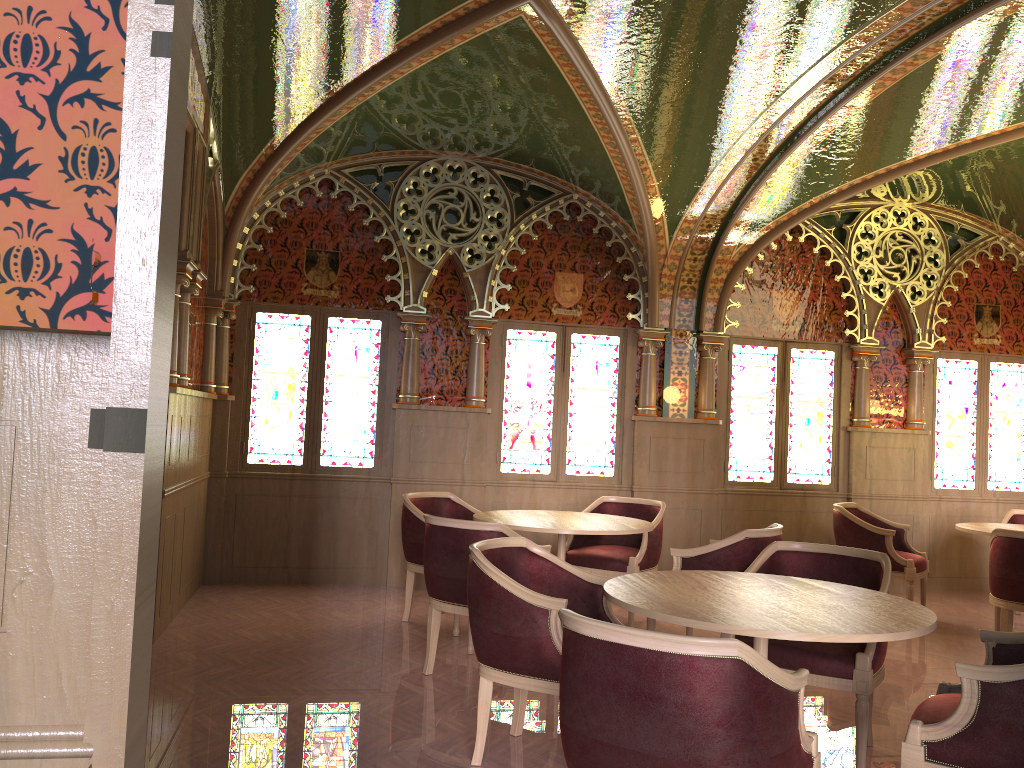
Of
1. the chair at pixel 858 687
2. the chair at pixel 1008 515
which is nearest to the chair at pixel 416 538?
the chair at pixel 858 687

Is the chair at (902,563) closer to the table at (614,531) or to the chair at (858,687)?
the table at (614,531)

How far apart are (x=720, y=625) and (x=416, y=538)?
3.39m

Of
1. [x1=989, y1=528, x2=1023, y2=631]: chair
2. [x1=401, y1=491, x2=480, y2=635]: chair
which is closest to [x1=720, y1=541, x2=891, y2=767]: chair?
[x1=989, y1=528, x2=1023, y2=631]: chair

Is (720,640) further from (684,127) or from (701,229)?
(701,229)

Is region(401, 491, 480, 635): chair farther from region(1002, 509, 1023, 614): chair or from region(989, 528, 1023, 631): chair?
region(1002, 509, 1023, 614): chair

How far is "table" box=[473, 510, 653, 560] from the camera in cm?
515

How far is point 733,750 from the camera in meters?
2.1

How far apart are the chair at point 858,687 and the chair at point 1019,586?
2.0m

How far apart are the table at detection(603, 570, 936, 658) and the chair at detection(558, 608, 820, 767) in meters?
0.2
